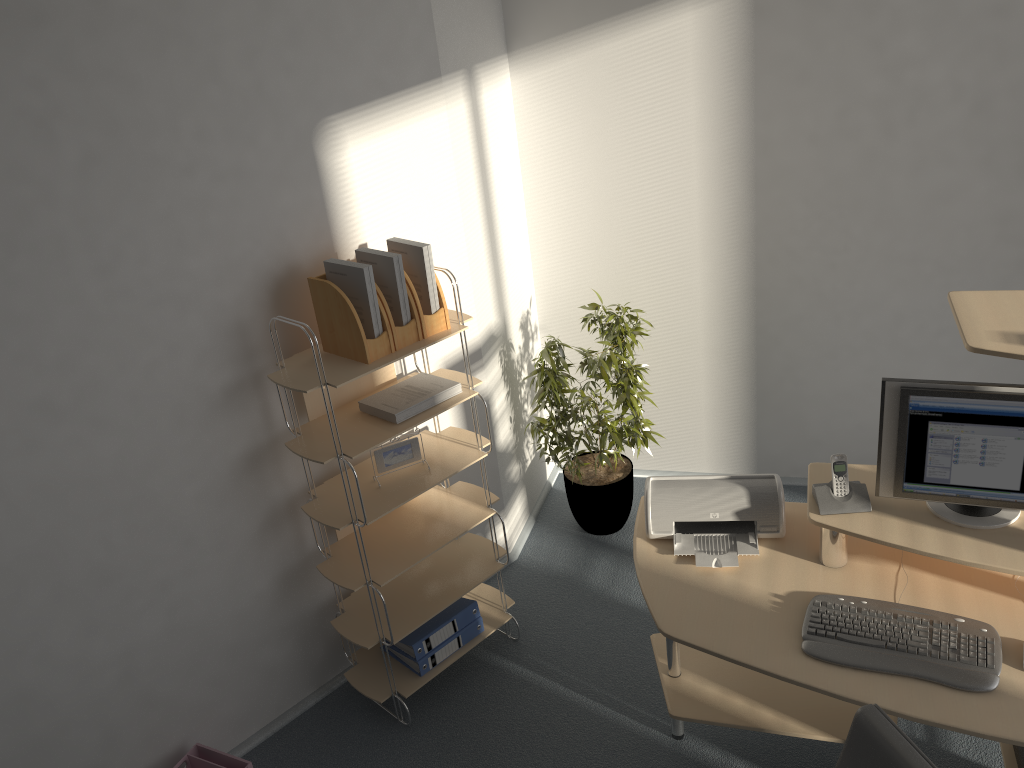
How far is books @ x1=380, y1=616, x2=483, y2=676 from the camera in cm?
329

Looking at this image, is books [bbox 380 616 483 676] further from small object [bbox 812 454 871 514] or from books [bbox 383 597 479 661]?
small object [bbox 812 454 871 514]

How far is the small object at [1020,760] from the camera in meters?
2.6

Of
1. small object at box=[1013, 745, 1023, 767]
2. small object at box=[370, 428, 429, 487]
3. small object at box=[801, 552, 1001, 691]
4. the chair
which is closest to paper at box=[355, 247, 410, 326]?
small object at box=[370, 428, 429, 487]

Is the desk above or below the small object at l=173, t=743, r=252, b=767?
above

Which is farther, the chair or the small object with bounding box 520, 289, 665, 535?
the small object with bounding box 520, 289, 665, 535

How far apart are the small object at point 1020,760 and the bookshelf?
1.77m

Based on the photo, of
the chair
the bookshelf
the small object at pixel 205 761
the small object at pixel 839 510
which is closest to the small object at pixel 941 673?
the small object at pixel 839 510

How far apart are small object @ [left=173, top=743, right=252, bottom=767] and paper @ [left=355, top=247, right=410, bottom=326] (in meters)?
1.54

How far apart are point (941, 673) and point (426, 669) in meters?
1.8
